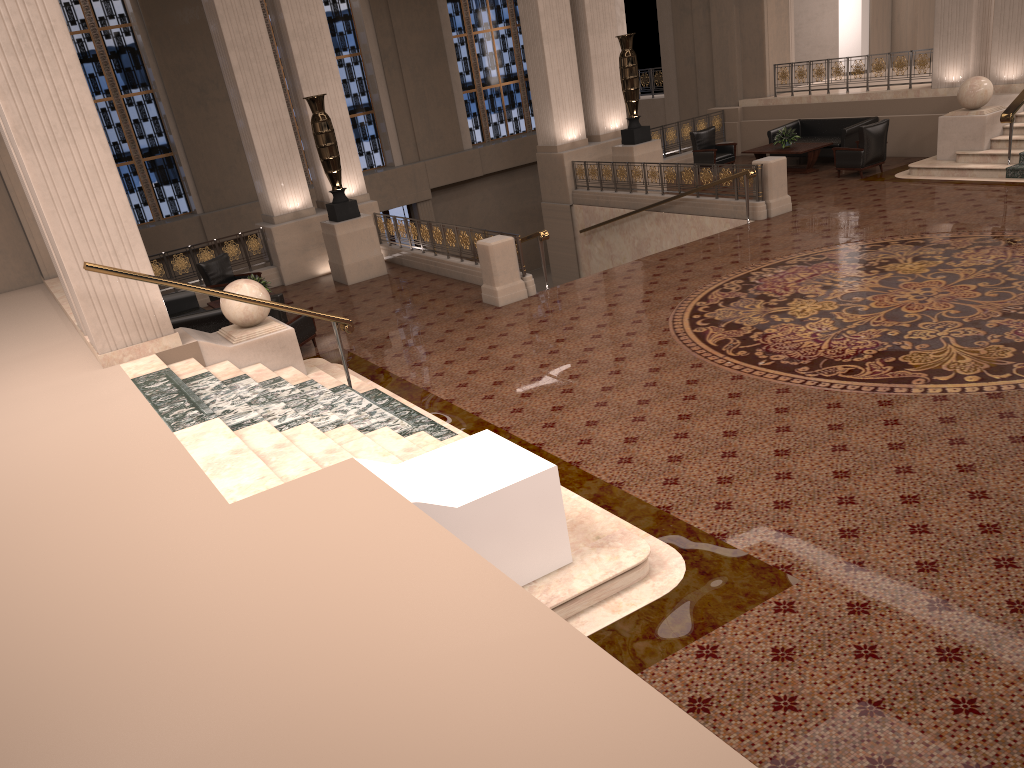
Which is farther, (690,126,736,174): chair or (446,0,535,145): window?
(446,0,535,145): window

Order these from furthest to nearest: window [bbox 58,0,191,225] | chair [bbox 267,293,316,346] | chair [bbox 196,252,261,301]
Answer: window [bbox 58,0,191,225] → chair [bbox 196,252,261,301] → chair [bbox 267,293,316,346]

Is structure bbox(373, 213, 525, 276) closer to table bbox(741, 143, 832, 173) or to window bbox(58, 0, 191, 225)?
table bbox(741, 143, 832, 173)

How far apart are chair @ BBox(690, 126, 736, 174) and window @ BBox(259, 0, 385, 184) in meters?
9.1

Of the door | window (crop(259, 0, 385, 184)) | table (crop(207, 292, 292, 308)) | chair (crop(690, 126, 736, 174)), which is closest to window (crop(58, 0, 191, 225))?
window (crop(259, 0, 385, 184))

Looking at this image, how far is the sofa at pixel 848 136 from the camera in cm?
1635

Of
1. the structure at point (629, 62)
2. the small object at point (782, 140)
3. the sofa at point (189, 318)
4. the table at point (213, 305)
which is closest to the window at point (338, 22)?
the structure at point (629, 62)

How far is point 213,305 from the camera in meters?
12.6 m

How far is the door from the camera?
23.6 meters

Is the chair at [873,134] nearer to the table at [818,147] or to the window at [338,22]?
the table at [818,147]
